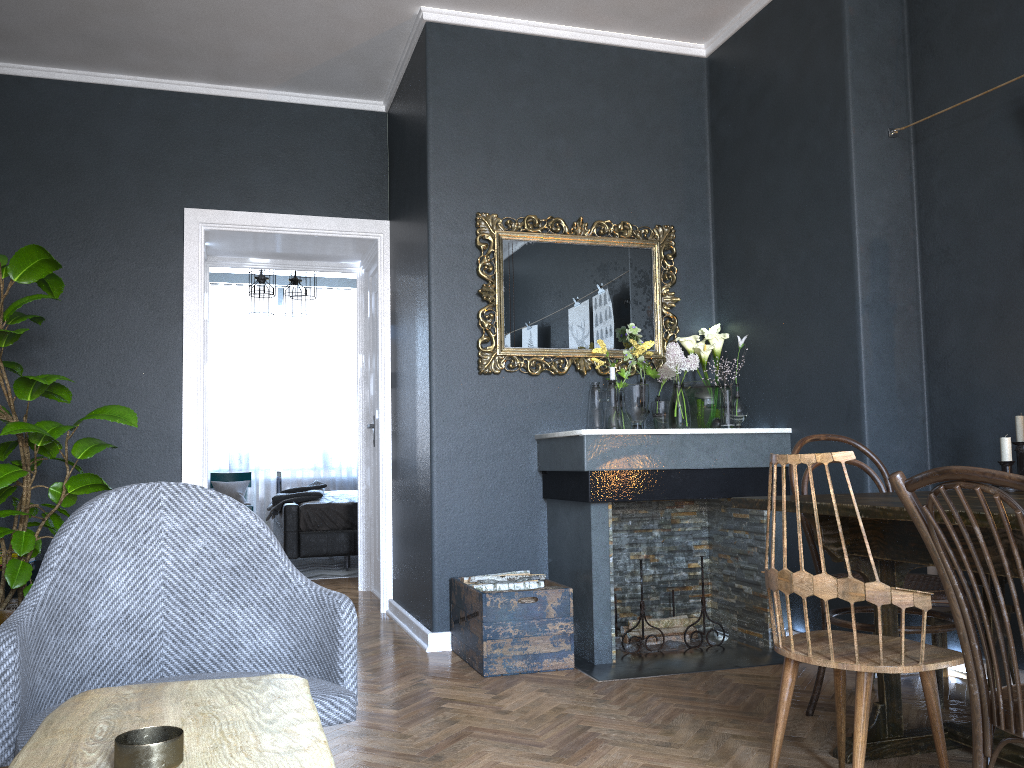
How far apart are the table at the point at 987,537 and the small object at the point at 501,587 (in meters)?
1.33

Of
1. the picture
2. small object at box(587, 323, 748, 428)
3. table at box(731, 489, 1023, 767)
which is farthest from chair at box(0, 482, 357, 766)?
the picture

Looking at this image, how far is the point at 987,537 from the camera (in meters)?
2.03

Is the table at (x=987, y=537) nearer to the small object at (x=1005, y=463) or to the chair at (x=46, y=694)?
the small object at (x=1005, y=463)

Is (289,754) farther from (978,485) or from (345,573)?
(345,573)

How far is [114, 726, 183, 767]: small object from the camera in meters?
0.8

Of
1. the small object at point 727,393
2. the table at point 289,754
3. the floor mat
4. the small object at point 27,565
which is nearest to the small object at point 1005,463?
the small object at point 727,393

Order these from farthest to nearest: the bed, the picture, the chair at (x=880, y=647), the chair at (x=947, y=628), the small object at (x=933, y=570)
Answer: the bed
the picture
the small object at (x=933, y=570)
the chair at (x=947, y=628)
the chair at (x=880, y=647)

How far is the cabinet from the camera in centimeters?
412cm

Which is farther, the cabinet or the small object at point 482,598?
the cabinet
